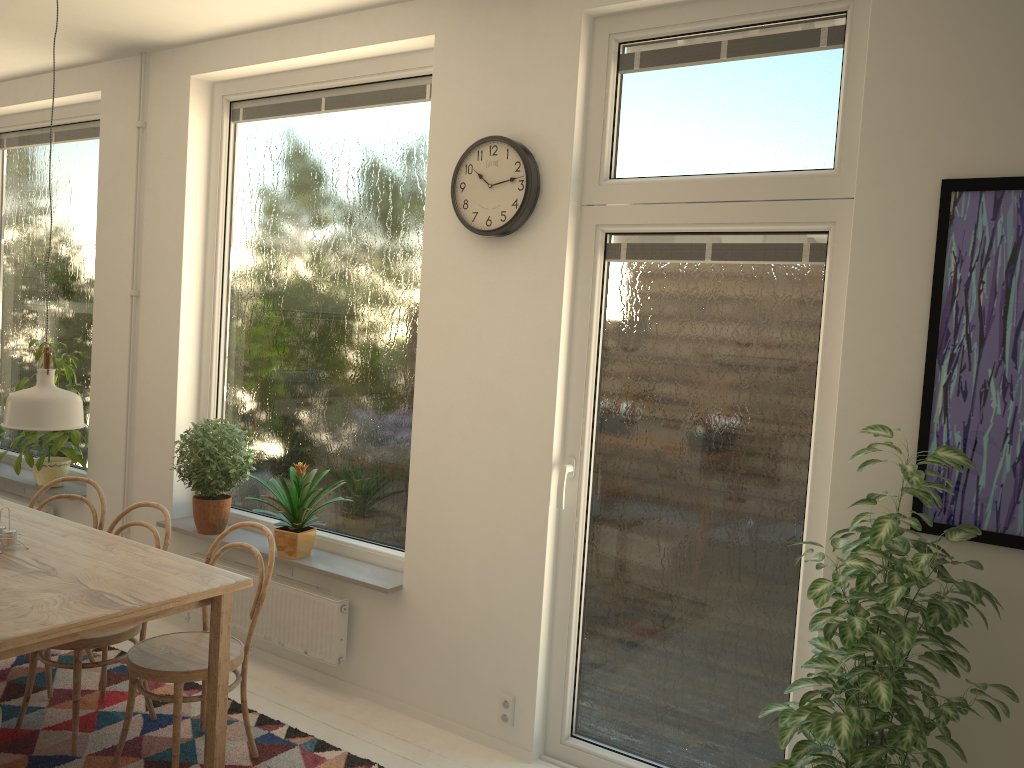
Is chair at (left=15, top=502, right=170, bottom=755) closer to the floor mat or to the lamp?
the floor mat

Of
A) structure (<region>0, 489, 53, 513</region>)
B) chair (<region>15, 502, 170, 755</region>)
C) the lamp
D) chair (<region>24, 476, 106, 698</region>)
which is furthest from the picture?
structure (<region>0, 489, 53, 513</region>)

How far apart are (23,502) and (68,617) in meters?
3.2

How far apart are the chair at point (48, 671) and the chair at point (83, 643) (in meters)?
0.24

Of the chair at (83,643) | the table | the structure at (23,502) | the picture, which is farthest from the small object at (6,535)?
the picture

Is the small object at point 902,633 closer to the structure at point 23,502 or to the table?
the table

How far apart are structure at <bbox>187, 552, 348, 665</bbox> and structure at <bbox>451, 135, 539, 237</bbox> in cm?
165

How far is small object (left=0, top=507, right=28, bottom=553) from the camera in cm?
297

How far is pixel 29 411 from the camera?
2.6 meters

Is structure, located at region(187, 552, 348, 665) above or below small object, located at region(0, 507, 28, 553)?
below
